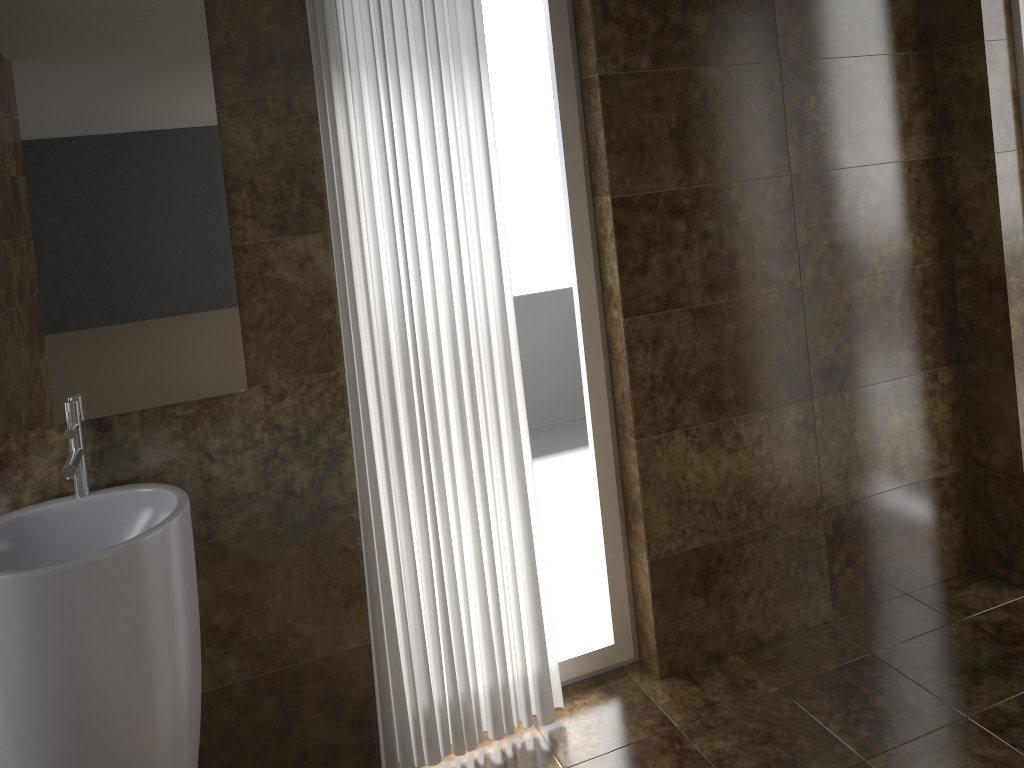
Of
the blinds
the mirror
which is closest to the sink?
the mirror

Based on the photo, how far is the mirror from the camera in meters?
1.9

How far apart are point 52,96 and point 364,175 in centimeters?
71cm

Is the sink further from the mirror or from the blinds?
the blinds

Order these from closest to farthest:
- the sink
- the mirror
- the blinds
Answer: the sink, the mirror, the blinds

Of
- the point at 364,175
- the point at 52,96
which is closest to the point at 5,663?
the point at 52,96

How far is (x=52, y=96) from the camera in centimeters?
192cm

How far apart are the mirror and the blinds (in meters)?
0.25

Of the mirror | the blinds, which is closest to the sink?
the mirror

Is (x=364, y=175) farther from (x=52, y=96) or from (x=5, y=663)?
(x=5, y=663)
